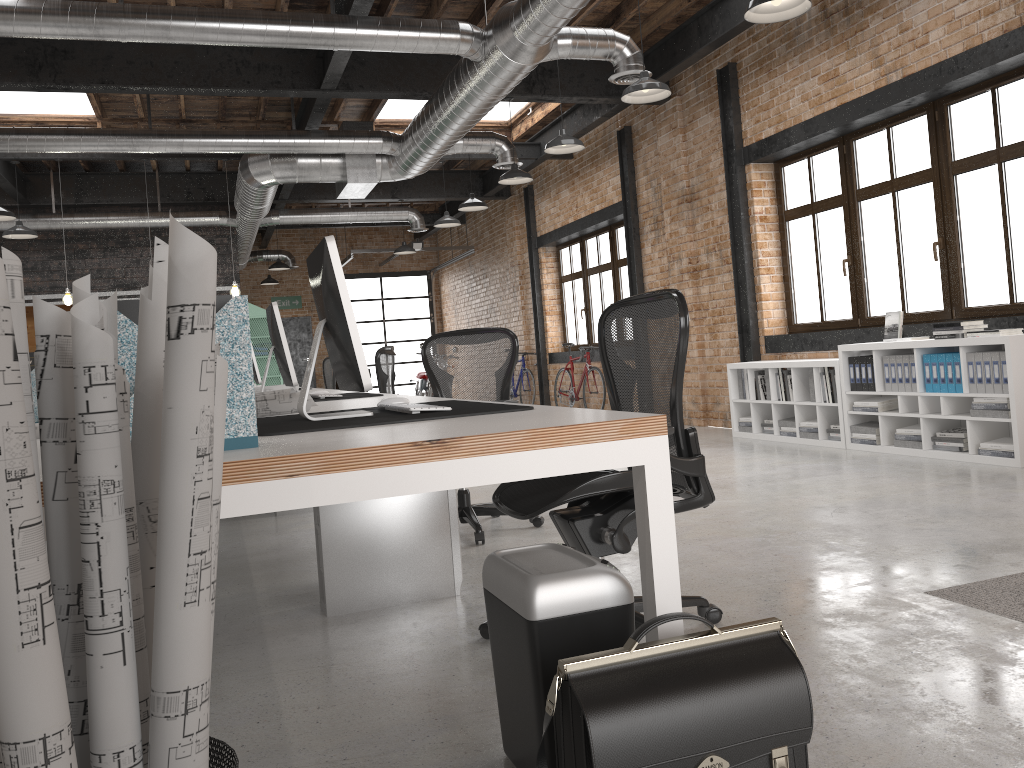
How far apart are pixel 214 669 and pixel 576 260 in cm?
1076

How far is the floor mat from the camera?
2.8 meters

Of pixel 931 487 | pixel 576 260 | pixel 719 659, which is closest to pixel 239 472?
pixel 719 659

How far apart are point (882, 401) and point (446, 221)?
6.5m

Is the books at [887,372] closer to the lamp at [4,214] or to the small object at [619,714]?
the small object at [619,714]

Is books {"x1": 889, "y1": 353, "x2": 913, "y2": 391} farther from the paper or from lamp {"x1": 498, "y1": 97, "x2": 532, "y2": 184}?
the paper

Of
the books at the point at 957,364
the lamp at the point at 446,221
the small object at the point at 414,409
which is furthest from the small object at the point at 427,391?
the small object at the point at 414,409

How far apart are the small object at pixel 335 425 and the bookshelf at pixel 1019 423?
4.1 meters

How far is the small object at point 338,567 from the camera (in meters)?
3.33

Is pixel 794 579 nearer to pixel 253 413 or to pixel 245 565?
pixel 253 413
